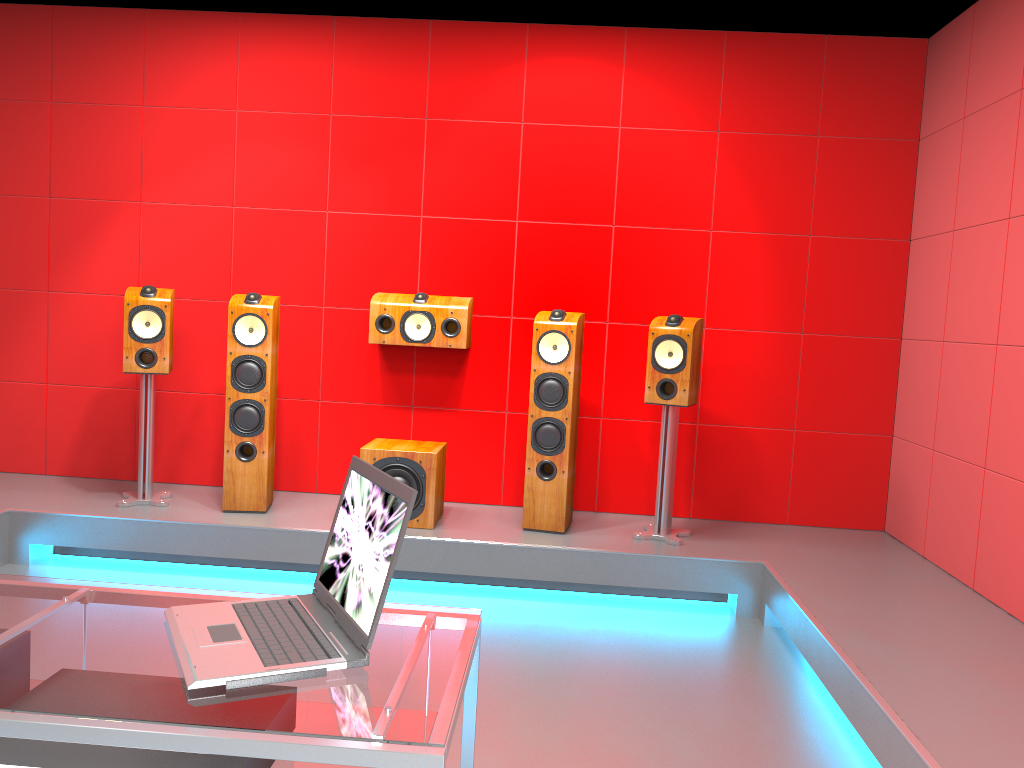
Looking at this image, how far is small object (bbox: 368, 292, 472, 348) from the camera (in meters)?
4.42

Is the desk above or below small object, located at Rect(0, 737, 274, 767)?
above

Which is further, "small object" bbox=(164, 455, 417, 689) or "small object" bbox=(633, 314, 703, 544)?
"small object" bbox=(633, 314, 703, 544)

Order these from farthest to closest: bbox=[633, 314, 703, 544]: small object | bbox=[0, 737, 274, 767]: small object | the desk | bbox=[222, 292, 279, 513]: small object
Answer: bbox=[222, 292, 279, 513]: small object
bbox=[633, 314, 703, 544]: small object
bbox=[0, 737, 274, 767]: small object
the desk

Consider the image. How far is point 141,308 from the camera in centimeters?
418cm

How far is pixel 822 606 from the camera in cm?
329

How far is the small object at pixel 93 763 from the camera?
1.3m

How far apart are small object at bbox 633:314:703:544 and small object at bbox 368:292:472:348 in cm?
93

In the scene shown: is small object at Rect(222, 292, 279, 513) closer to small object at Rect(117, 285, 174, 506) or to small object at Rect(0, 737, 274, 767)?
small object at Rect(117, 285, 174, 506)

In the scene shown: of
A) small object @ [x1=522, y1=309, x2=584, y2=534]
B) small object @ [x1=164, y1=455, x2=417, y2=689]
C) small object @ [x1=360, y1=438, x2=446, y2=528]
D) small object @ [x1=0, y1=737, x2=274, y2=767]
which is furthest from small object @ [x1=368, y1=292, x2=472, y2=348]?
small object @ [x1=0, y1=737, x2=274, y2=767]
